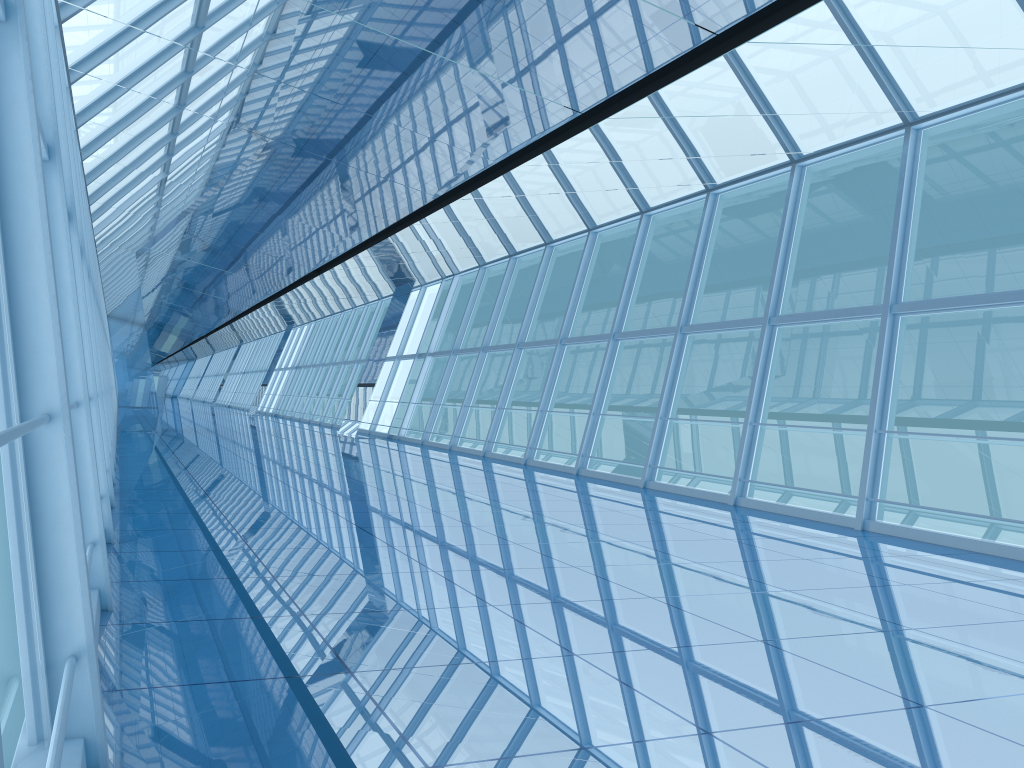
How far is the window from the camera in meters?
2.7 m

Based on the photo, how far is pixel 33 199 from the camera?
2.7m

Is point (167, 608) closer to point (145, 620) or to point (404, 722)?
point (145, 620)

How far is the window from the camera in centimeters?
267cm
